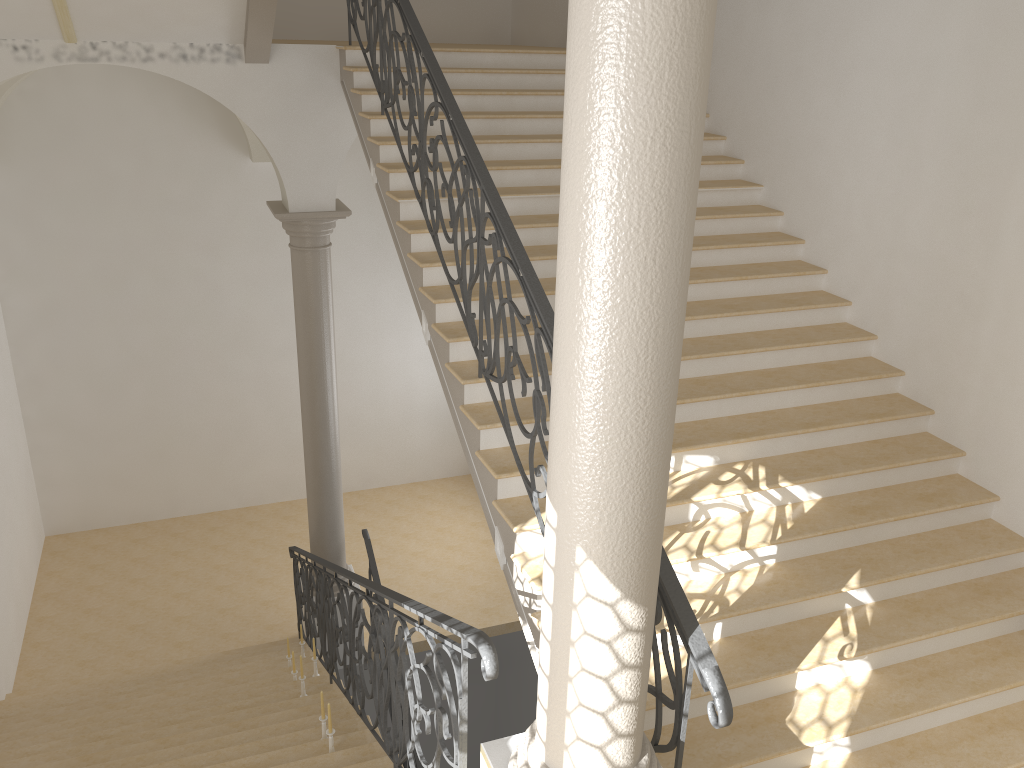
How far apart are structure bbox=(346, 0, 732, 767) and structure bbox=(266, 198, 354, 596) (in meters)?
1.48

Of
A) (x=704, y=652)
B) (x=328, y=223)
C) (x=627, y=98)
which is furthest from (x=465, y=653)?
(x=328, y=223)

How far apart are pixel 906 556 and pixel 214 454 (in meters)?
9.90

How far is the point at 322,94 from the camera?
7.7 meters

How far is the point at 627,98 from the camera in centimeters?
218cm

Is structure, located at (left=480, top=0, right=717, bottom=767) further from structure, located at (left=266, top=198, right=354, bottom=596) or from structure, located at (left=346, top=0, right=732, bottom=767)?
structure, located at (left=266, top=198, right=354, bottom=596)

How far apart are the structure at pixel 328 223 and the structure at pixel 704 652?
1.48m

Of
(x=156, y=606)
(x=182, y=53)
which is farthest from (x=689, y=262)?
(x=156, y=606)

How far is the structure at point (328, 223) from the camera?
8.3 meters

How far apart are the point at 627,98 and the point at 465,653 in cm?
197
